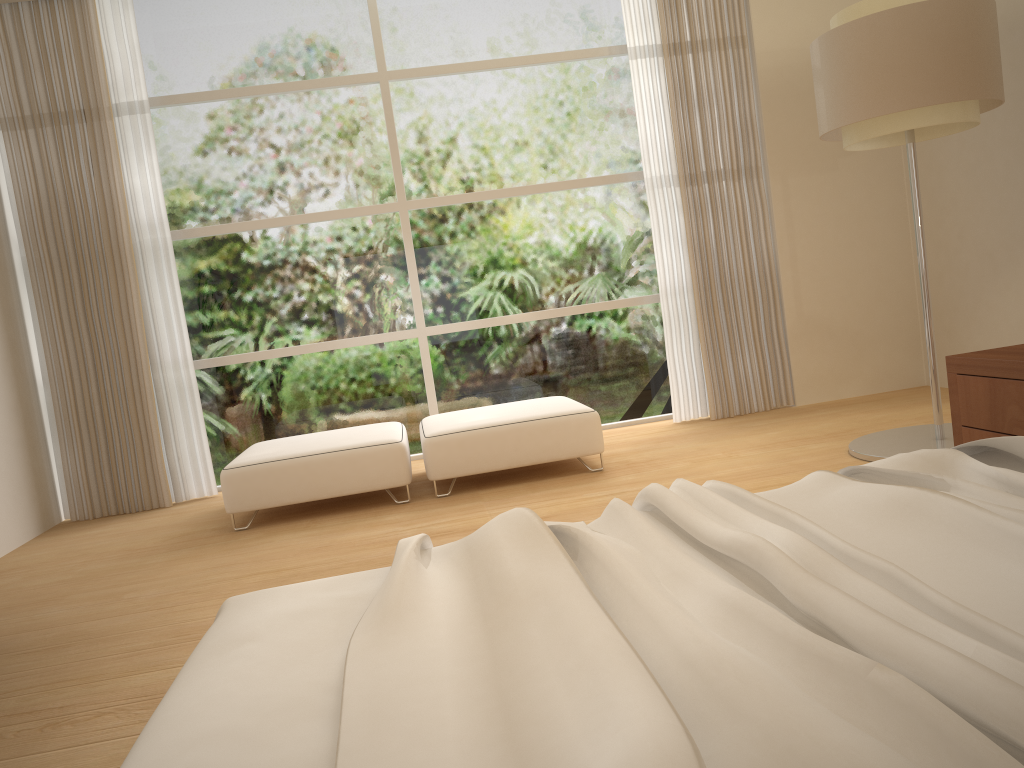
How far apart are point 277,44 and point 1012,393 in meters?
4.8

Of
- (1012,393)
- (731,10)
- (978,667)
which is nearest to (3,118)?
(731,10)

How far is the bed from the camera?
0.8m

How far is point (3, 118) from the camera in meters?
5.3 m

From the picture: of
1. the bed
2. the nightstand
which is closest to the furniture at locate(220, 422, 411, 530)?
the nightstand

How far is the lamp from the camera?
3.64m

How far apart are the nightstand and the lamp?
0.84m

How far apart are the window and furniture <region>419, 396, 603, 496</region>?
0.7m

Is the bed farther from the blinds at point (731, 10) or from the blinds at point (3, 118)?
the blinds at point (3, 118)

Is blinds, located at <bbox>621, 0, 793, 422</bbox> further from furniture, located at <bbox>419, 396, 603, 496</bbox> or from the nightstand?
the nightstand
